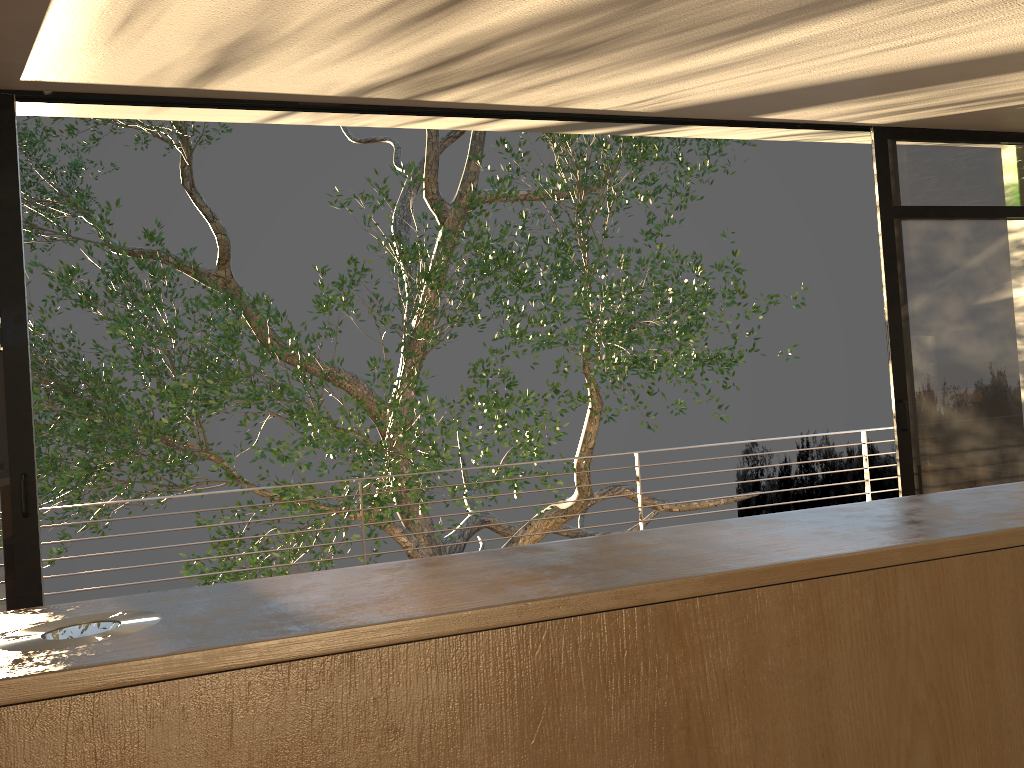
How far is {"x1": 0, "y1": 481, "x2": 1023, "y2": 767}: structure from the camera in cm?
76

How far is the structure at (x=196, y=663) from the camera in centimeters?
76cm

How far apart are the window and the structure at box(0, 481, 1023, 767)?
2.86m

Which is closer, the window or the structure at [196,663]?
the structure at [196,663]

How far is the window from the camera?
3.5m

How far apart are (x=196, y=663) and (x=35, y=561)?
3.24m

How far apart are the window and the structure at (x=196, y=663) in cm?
286

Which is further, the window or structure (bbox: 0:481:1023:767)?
the window

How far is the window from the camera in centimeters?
352cm
